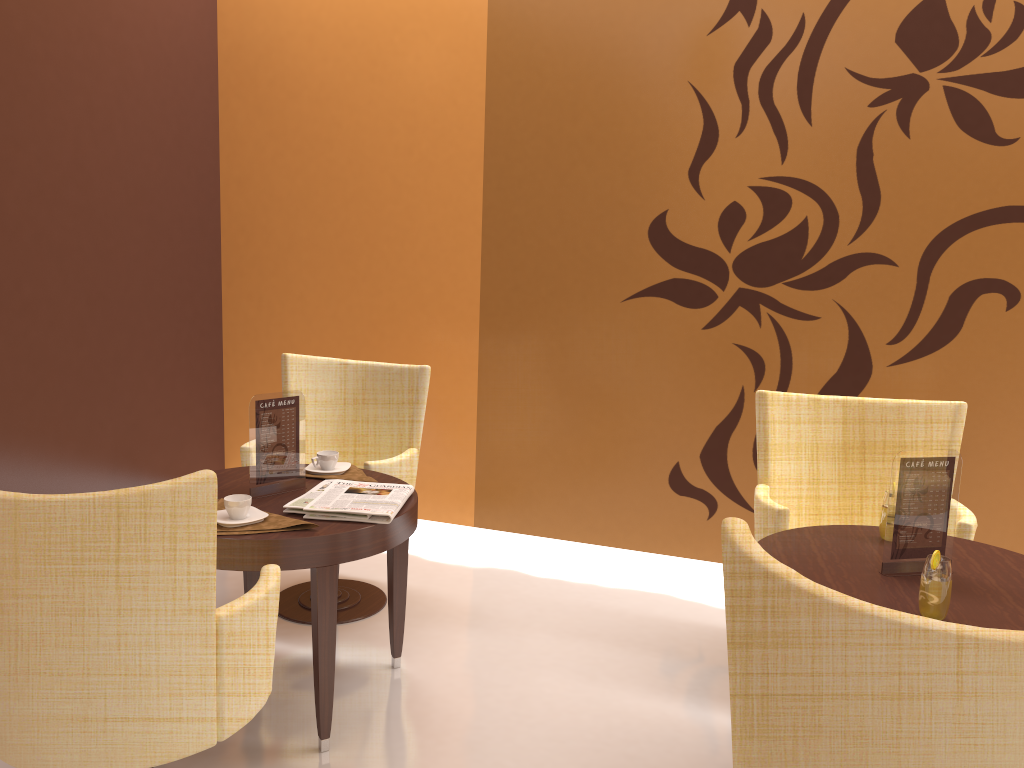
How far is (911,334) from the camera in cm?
368

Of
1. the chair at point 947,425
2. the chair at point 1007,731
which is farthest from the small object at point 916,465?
the chair at point 1007,731

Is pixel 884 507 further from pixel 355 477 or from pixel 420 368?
pixel 420 368

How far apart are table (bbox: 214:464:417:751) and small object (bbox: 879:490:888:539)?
1.4m

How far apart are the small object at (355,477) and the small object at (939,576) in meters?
1.8 m

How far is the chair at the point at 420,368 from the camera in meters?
3.6 m

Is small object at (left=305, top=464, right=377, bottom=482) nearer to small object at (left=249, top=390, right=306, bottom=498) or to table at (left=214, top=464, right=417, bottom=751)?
table at (left=214, top=464, right=417, bottom=751)

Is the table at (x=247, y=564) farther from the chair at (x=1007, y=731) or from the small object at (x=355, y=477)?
the chair at (x=1007, y=731)

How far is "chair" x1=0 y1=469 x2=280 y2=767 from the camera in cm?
178

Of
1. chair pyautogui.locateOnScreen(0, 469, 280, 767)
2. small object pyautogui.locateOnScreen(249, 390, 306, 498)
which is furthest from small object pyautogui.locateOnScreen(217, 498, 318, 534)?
chair pyautogui.locateOnScreen(0, 469, 280, 767)
